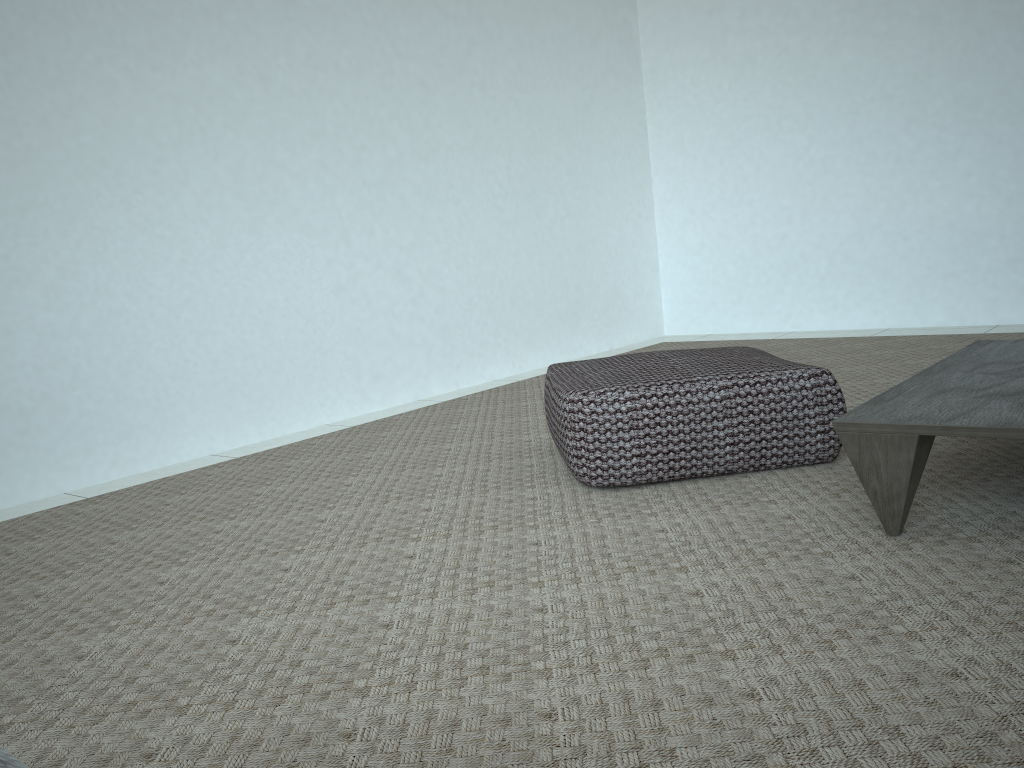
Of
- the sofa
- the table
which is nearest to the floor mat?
the table

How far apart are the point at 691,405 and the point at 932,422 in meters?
0.6 m

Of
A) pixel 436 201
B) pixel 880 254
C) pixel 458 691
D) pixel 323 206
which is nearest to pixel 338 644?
pixel 458 691

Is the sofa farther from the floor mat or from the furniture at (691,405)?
the furniture at (691,405)

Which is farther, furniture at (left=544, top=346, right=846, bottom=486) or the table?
furniture at (left=544, top=346, right=846, bottom=486)

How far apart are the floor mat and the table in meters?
0.0 m

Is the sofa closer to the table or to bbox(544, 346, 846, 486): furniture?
the table

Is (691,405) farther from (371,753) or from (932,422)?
(371,753)

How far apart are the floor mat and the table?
0.0 meters

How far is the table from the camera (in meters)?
1.44
